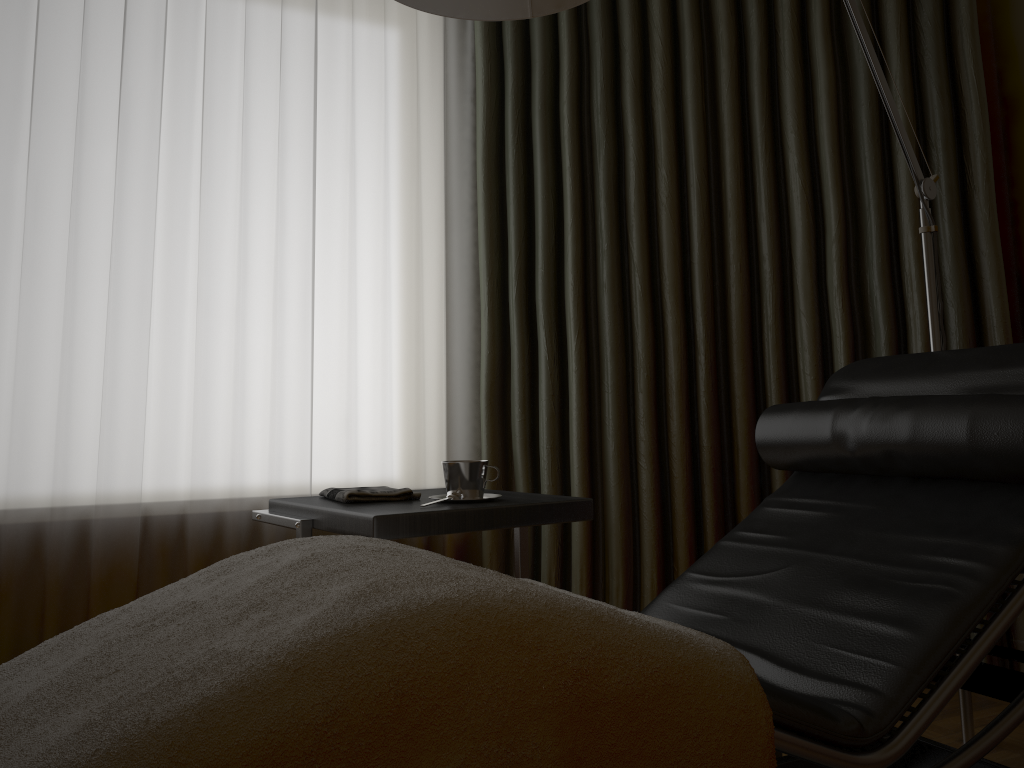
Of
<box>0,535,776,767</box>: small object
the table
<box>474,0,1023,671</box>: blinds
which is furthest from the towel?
<box>474,0,1023,671</box>: blinds

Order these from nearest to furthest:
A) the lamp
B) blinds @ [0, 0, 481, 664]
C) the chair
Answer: the chair < the lamp < blinds @ [0, 0, 481, 664]

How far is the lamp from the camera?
1.6 meters

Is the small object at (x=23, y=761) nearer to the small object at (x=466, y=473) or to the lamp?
the small object at (x=466, y=473)

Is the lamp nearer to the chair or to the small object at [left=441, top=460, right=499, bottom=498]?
the chair

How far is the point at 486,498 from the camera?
1.8 meters

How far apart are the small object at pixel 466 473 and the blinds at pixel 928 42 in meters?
0.9

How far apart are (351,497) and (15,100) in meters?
1.5 m

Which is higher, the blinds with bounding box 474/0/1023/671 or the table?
the blinds with bounding box 474/0/1023/671

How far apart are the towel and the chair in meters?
0.6
